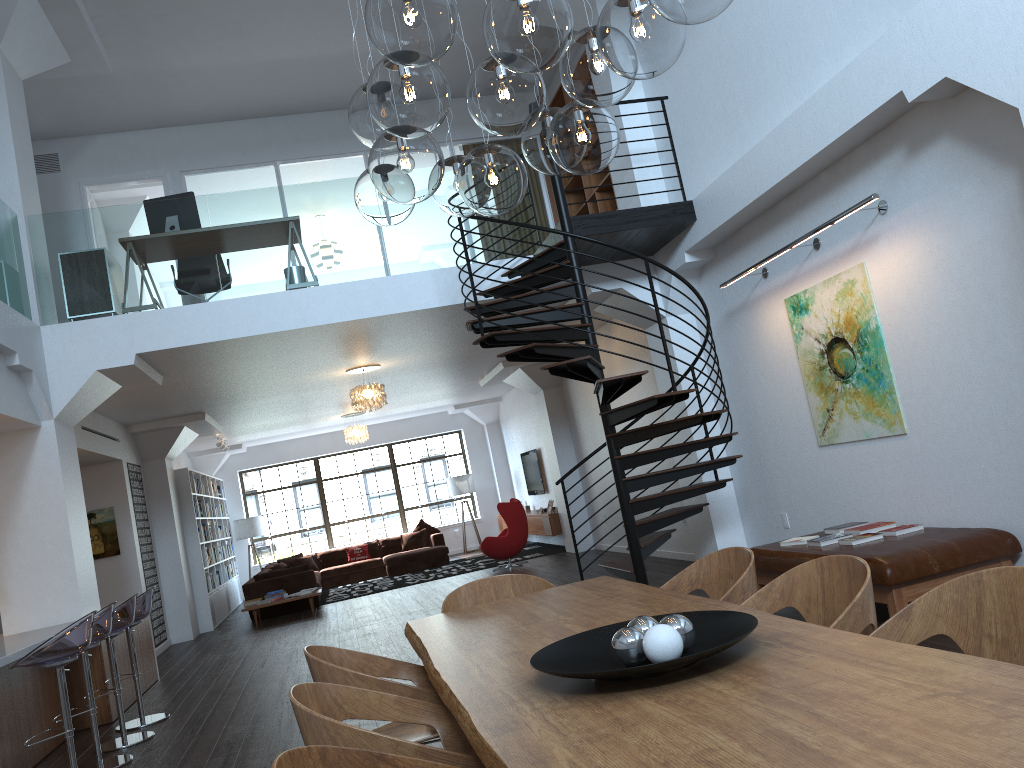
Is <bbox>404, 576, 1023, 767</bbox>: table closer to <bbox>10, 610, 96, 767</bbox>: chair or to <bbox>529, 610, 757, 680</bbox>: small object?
<bbox>529, 610, 757, 680</bbox>: small object

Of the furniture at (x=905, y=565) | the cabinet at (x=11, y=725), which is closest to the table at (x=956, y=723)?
the furniture at (x=905, y=565)

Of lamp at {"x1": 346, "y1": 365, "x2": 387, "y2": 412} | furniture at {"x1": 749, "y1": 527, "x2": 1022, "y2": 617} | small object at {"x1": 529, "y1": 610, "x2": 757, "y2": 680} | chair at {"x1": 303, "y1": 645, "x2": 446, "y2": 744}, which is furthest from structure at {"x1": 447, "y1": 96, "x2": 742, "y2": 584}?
small object at {"x1": 529, "y1": 610, "x2": 757, "y2": 680}

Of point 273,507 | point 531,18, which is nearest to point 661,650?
point 531,18

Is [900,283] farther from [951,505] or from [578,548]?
[578,548]

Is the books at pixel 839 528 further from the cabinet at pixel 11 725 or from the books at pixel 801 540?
the cabinet at pixel 11 725

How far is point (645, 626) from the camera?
2.3m

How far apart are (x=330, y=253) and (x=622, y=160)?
3.2m

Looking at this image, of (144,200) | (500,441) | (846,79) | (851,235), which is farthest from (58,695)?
(500,441)

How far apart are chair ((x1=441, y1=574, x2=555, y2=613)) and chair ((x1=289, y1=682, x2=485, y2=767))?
1.4m
